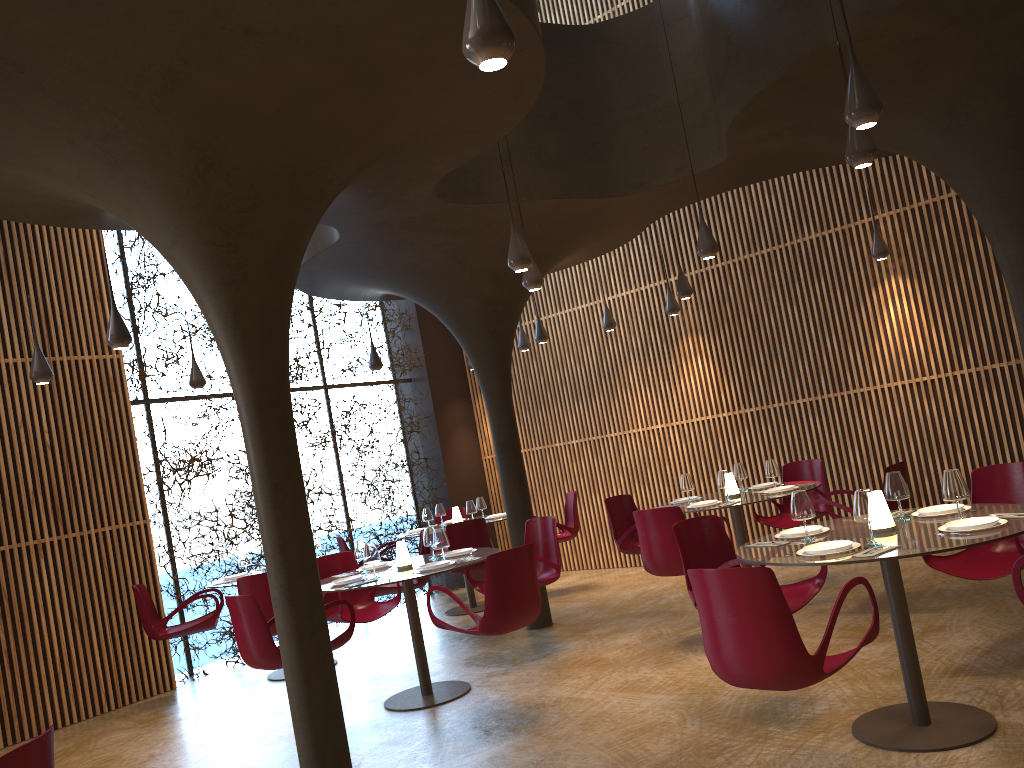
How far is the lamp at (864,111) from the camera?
4.66m

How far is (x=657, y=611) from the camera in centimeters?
Answer: 938cm

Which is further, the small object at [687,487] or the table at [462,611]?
the table at [462,611]

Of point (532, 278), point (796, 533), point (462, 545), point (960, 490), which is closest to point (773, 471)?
point (532, 278)

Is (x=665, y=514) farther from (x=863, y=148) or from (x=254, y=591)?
(x=254, y=591)

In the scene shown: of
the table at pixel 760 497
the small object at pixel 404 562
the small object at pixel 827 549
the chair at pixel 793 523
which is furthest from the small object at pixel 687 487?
the small object at pixel 827 549

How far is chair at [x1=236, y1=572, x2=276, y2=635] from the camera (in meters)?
8.14

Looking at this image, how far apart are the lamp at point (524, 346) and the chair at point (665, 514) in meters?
5.3

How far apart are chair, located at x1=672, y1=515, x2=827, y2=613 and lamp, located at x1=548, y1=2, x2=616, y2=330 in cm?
597

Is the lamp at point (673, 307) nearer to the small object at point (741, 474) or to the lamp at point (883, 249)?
the lamp at point (883, 249)
